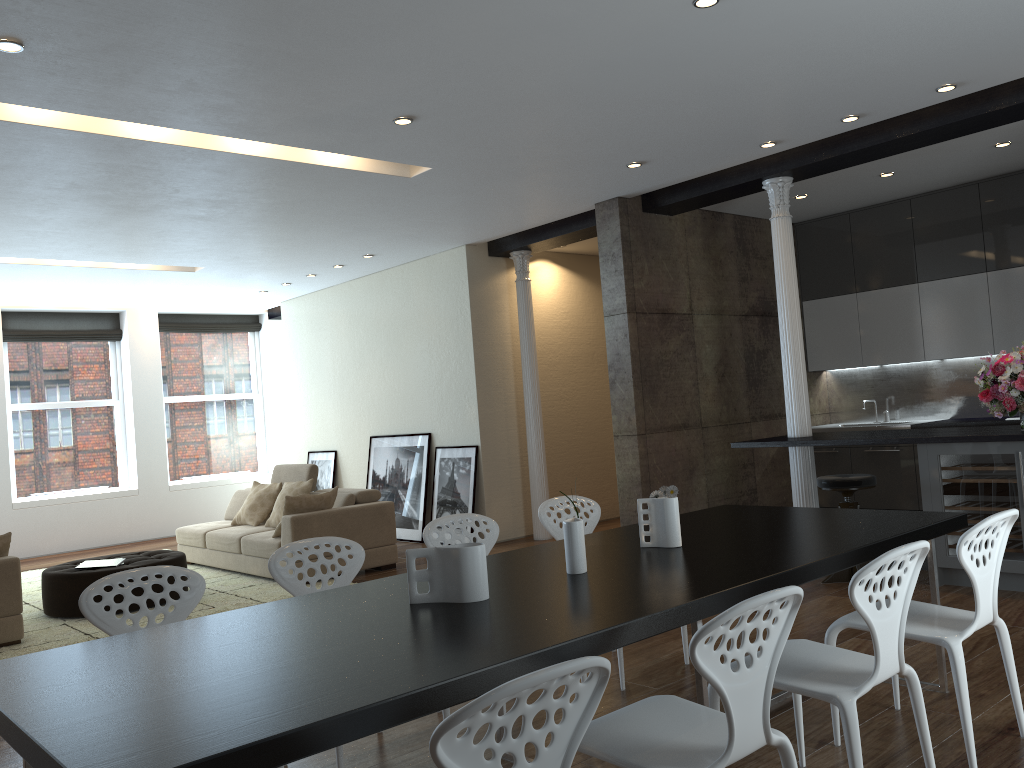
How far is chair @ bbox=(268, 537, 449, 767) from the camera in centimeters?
347cm

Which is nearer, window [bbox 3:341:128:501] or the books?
the books

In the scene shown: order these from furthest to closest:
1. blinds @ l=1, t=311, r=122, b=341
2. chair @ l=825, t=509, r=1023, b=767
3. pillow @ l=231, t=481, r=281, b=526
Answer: blinds @ l=1, t=311, r=122, b=341, pillow @ l=231, t=481, r=281, b=526, chair @ l=825, t=509, r=1023, b=767

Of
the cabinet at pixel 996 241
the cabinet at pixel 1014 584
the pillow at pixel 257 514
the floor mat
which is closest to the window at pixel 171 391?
the floor mat

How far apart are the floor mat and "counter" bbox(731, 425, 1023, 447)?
3.5 meters

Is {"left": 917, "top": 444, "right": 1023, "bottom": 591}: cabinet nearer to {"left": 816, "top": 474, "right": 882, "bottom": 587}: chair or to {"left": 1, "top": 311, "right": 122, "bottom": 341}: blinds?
{"left": 816, "top": 474, "right": 882, "bottom": 587}: chair

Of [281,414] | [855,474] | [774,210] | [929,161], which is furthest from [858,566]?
[281,414]

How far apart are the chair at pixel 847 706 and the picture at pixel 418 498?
6.6 meters

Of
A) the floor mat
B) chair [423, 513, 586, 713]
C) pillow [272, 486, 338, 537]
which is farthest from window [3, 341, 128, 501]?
chair [423, 513, 586, 713]

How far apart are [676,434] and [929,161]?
2.9m
